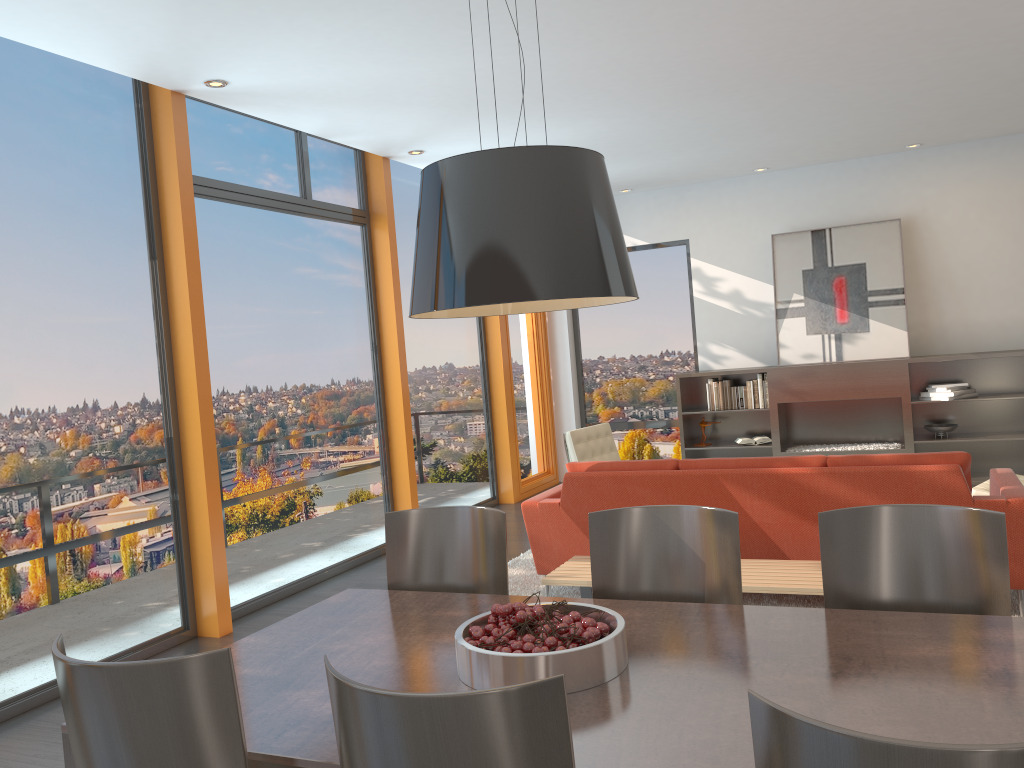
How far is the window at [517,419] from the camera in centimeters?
938cm

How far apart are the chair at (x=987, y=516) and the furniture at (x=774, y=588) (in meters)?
1.41

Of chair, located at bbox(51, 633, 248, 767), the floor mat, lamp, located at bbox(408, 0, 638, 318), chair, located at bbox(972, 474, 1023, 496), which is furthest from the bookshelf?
chair, located at bbox(51, 633, 248, 767)

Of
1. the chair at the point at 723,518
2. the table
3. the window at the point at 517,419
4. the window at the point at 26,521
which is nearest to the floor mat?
Result: the window at the point at 26,521

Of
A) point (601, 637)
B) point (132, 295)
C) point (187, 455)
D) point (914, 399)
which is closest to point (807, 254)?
point (914, 399)

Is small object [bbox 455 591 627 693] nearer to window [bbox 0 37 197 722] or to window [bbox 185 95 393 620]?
window [bbox 0 37 197 722]

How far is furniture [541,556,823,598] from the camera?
4.0 meters

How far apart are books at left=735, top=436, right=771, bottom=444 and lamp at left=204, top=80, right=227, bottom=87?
5.88m

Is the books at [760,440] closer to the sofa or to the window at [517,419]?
the window at [517,419]

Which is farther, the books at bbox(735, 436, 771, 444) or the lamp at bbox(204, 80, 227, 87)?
the books at bbox(735, 436, 771, 444)
